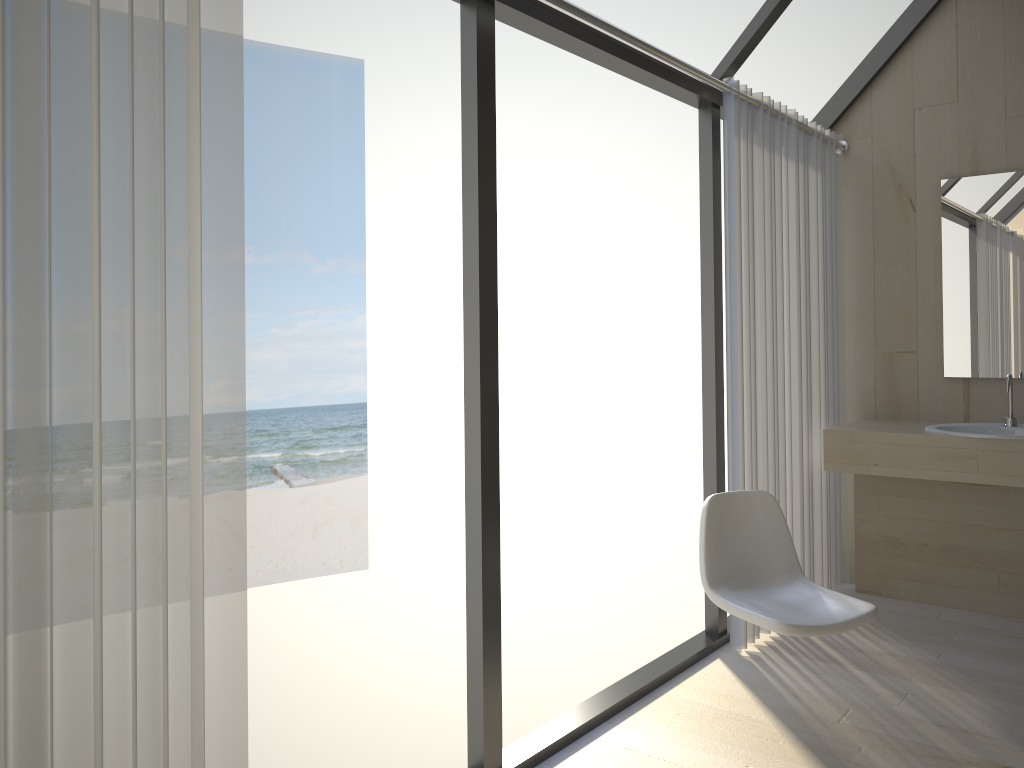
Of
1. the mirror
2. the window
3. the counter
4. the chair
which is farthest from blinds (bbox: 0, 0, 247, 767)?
the mirror

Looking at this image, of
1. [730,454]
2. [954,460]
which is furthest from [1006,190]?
[730,454]

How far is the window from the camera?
2.3m

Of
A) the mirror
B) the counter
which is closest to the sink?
the counter

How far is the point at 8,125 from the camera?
1.30m

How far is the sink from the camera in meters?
3.5 m

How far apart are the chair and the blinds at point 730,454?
0.34m

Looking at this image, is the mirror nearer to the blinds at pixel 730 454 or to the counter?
the counter

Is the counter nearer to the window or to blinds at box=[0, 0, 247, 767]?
the window

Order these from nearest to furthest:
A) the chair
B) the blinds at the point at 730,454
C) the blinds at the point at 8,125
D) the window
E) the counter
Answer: the blinds at the point at 8,125, the window, the chair, the blinds at the point at 730,454, the counter
